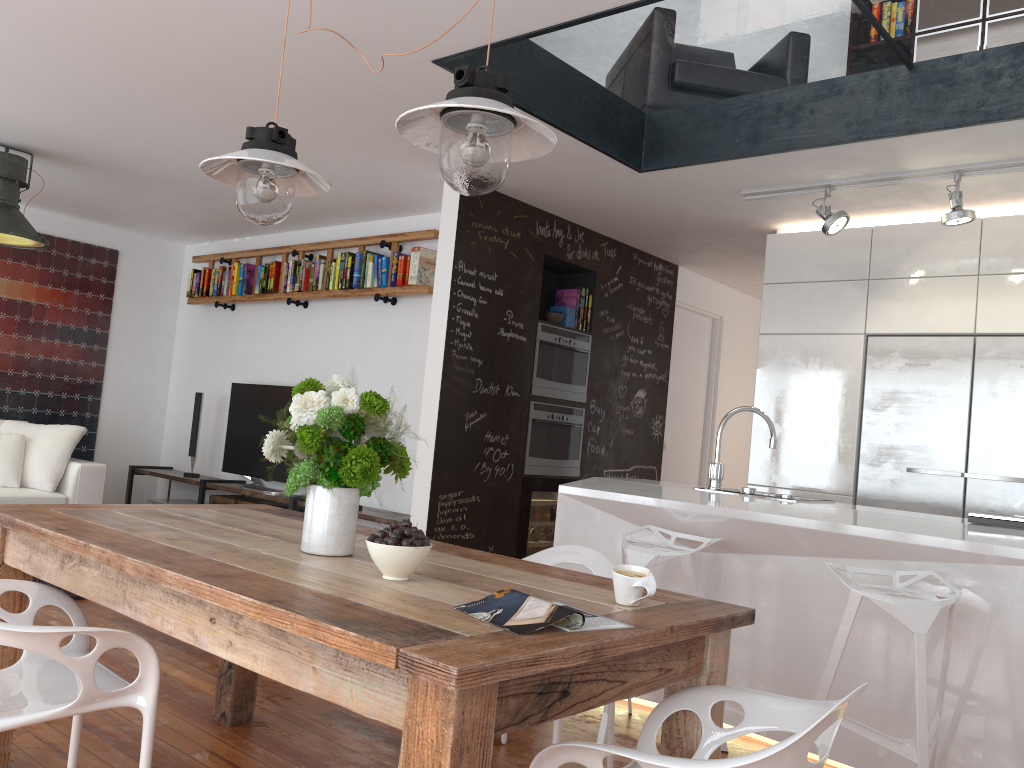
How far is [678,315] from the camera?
7.1m

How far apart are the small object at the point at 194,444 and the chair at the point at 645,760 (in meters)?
5.97

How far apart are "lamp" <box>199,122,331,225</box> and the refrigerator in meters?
3.5

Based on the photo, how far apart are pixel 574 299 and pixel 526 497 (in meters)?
1.39

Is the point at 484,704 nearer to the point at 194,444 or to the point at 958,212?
the point at 958,212

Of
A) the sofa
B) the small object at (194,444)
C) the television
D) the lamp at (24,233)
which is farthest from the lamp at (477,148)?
the small object at (194,444)

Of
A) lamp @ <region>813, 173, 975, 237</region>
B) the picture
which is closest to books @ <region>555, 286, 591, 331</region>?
lamp @ <region>813, 173, 975, 237</region>

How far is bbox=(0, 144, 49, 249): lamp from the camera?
5.13m

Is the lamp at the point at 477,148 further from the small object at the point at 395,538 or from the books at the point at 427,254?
the books at the point at 427,254

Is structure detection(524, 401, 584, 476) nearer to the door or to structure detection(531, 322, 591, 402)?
structure detection(531, 322, 591, 402)
